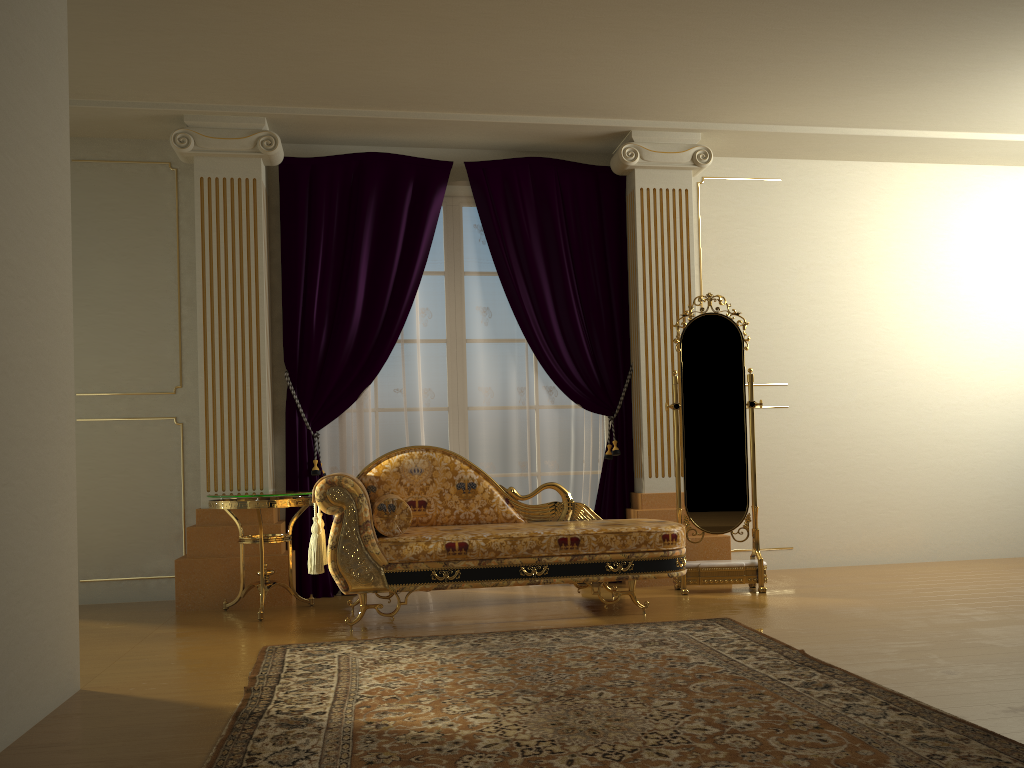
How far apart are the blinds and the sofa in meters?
0.6 m

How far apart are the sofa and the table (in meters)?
0.19

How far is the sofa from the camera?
4.0m

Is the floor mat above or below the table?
below

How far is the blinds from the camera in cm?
524

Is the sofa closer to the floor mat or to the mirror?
the floor mat

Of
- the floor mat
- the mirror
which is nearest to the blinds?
the mirror

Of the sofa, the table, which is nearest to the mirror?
the sofa

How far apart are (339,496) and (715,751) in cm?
225

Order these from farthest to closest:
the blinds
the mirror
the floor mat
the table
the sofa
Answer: the blinds
the mirror
the table
the sofa
the floor mat
